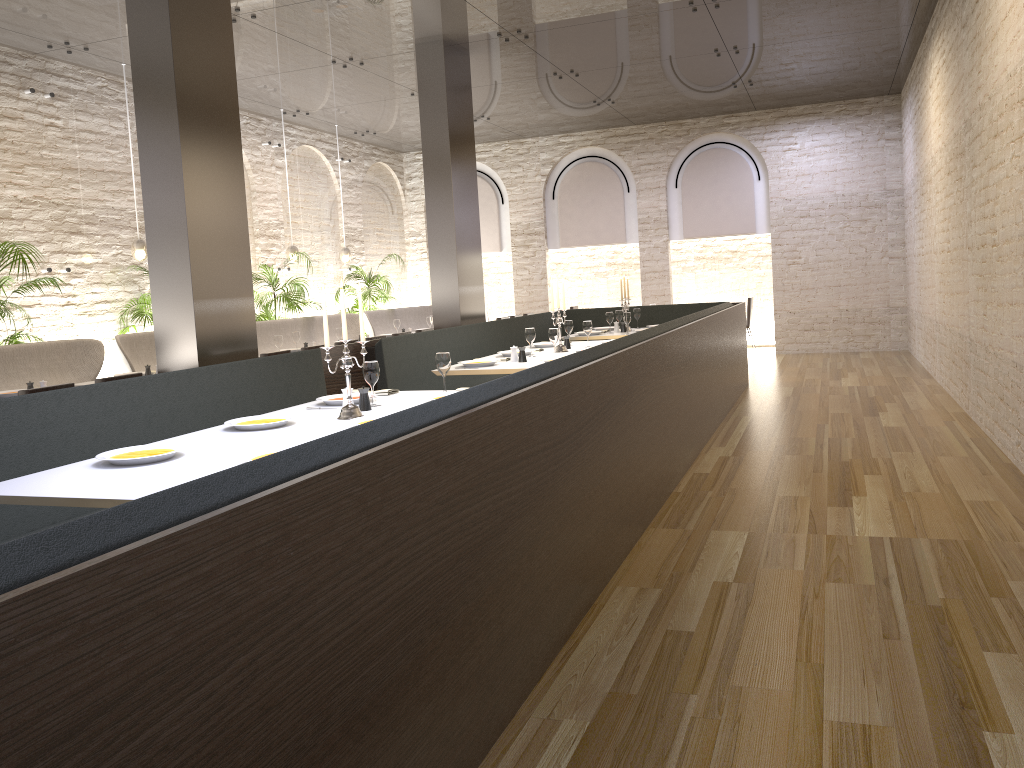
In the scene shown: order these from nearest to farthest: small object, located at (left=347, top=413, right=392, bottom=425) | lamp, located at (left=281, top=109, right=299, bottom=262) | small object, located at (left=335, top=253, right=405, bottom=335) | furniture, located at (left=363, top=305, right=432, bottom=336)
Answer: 1. small object, located at (left=347, top=413, right=392, bottom=425)
2. lamp, located at (left=281, top=109, right=299, bottom=262)
3. furniture, located at (left=363, top=305, right=432, bottom=336)
4. small object, located at (left=335, top=253, right=405, bottom=335)

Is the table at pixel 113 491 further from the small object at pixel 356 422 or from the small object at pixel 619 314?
the small object at pixel 619 314

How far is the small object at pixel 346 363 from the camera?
4.1m

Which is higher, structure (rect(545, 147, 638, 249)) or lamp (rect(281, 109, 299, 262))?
structure (rect(545, 147, 638, 249))

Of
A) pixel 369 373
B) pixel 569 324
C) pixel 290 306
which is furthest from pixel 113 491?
pixel 290 306

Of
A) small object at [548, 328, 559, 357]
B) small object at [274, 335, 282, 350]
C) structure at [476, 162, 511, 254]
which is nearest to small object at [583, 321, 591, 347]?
small object at [548, 328, 559, 357]

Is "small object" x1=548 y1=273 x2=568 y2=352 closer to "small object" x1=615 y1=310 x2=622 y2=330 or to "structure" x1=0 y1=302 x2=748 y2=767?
"structure" x1=0 y1=302 x2=748 y2=767

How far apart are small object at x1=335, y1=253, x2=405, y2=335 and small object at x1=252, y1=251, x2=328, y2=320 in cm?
185

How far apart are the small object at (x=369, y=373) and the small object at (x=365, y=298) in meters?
8.9

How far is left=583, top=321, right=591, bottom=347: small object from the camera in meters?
7.7 m
